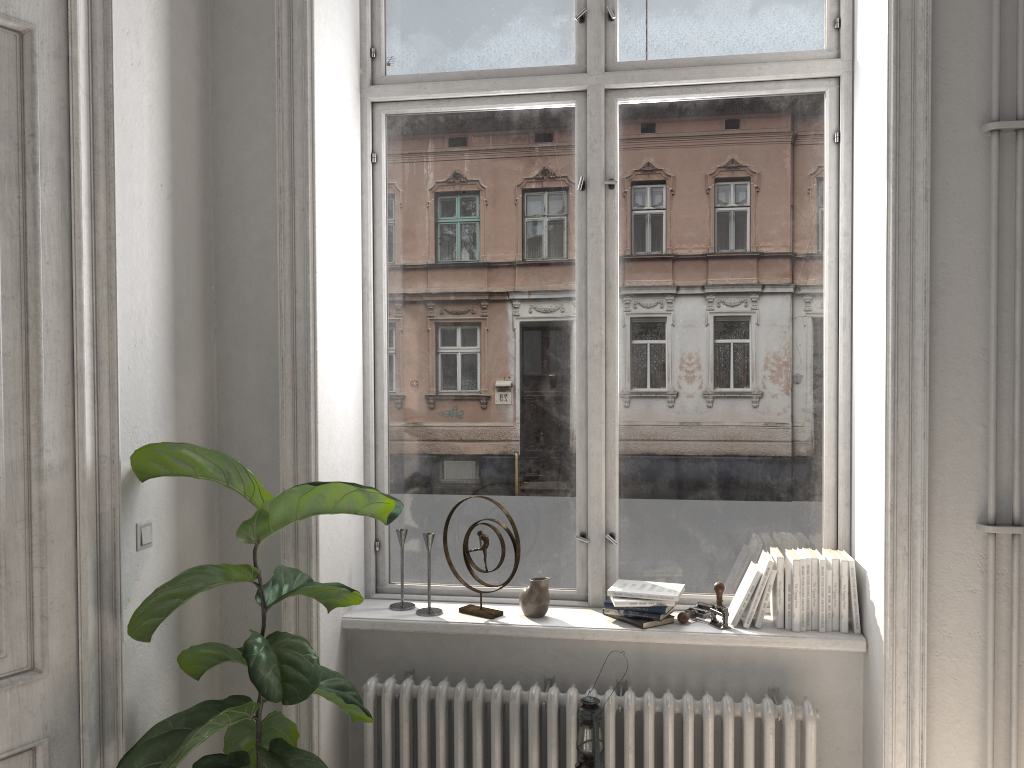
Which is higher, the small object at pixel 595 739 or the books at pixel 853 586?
the books at pixel 853 586

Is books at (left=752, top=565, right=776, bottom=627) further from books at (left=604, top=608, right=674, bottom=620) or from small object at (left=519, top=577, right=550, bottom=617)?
small object at (left=519, top=577, right=550, bottom=617)

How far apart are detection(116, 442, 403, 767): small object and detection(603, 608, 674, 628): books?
0.93m

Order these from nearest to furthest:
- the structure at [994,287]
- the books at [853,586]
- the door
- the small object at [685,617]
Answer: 1. the door
2. the structure at [994,287]
3. the books at [853,586]
4. the small object at [685,617]

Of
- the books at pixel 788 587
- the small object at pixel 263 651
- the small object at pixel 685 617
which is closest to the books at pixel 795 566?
the books at pixel 788 587

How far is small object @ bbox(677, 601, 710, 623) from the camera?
3.0m

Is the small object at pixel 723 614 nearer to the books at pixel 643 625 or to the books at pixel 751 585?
the books at pixel 751 585

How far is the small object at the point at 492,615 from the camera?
3.1 meters

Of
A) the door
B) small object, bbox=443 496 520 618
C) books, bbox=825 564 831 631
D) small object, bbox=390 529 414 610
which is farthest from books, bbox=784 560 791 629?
the door

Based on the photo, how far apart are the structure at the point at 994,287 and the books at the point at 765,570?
0.2m
